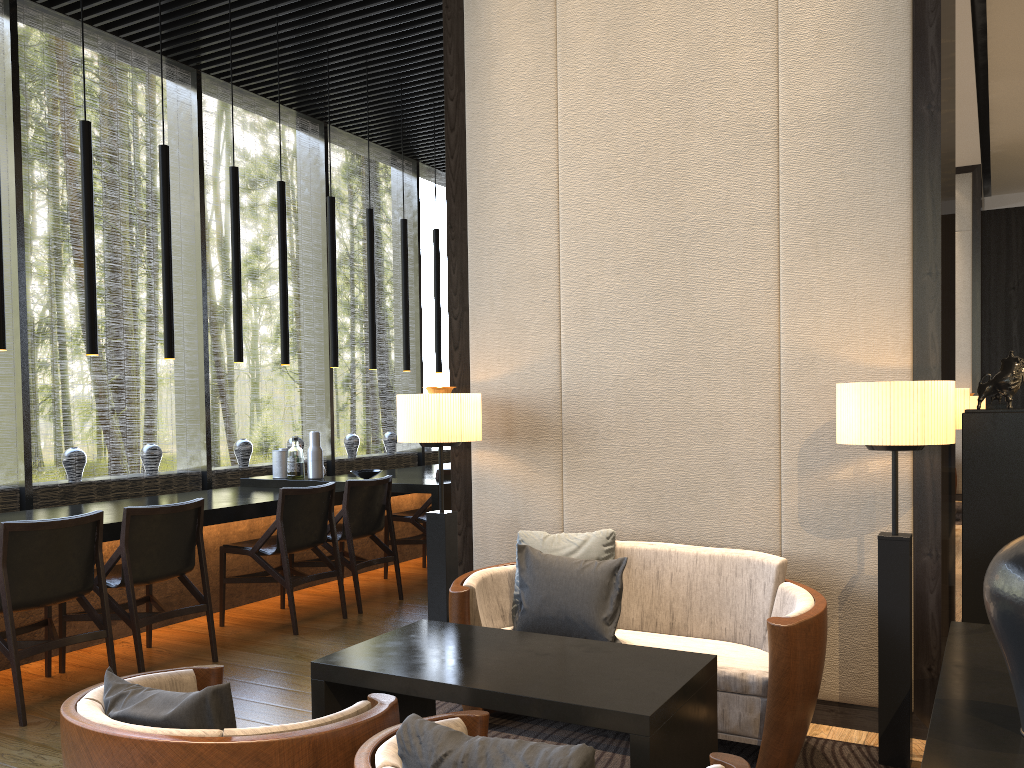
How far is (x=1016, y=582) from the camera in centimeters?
182cm

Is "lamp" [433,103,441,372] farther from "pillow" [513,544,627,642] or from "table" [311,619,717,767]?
"table" [311,619,717,767]

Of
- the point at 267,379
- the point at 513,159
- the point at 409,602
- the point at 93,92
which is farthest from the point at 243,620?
the point at 267,379

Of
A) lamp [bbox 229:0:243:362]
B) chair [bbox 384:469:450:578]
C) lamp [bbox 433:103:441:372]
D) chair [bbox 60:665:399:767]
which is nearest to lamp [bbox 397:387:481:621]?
chair [bbox 60:665:399:767]

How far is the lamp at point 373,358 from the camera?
7.01m

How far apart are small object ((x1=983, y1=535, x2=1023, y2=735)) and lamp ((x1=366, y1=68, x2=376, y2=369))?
5.5 meters

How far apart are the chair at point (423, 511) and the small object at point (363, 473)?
0.46m

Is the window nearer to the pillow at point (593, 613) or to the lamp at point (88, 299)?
the lamp at point (88, 299)

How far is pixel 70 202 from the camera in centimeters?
2035cm

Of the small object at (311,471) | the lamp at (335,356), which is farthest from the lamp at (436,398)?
the lamp at (335,356)
